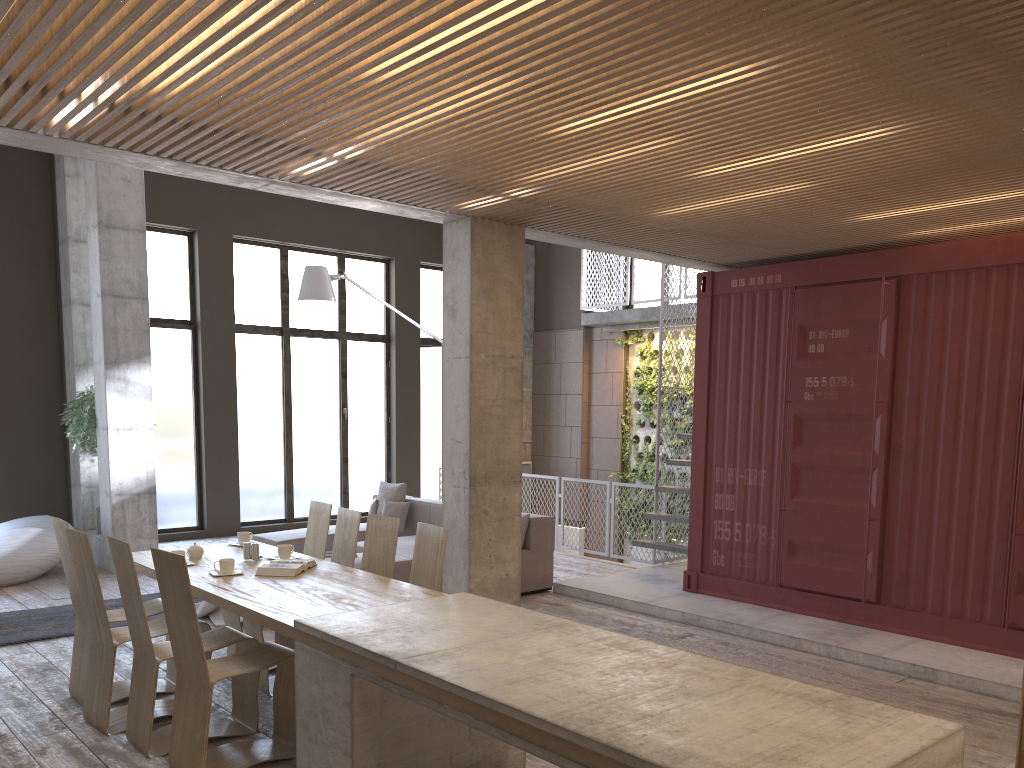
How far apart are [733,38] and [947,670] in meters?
4.7

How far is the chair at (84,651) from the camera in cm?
537

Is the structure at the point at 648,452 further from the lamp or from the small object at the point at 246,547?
the small object at the point at 246,547

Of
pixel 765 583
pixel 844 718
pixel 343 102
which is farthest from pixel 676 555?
pixel 844 718

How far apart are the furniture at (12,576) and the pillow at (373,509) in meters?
3.4 m

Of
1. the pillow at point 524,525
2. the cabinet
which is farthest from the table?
the pillow at point 524,525

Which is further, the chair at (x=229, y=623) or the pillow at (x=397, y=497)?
the pillow at (x=397, y=497)

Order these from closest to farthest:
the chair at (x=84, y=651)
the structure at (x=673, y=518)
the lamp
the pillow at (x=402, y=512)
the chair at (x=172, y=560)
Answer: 1. the chair at (x=172, y=560)
2. the chair at (x=84, y=651)
3. the structure at (x=673, y=518)
4. the lamp
5. the pillow at (x=402, y=512)

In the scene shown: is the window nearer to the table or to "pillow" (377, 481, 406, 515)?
"pillow" (377, 481, 406, 515)

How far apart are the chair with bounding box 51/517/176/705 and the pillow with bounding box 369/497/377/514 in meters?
4.7 m
